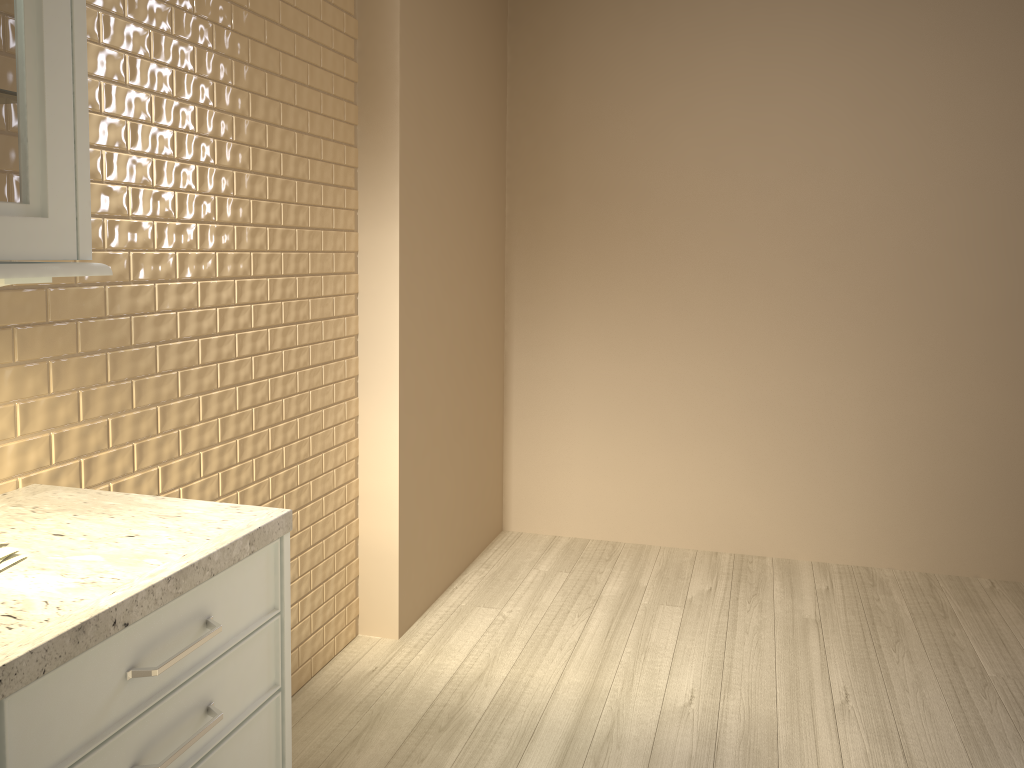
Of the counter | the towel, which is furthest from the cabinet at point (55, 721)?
the towel

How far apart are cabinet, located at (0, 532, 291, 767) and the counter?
0.0 meters

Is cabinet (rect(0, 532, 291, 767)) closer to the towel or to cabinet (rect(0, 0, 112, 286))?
the towel

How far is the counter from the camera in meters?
1.0 m

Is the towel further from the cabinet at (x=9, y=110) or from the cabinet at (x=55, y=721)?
the cabinet at (x=9, y=110)

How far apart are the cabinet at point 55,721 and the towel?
0.21m

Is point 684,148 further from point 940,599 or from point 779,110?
point 940,599

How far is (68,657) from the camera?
0.98m

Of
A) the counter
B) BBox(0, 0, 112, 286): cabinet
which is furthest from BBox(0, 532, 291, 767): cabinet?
BBox(0, 0, 112, 286): cabinet

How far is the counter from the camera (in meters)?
0.98
